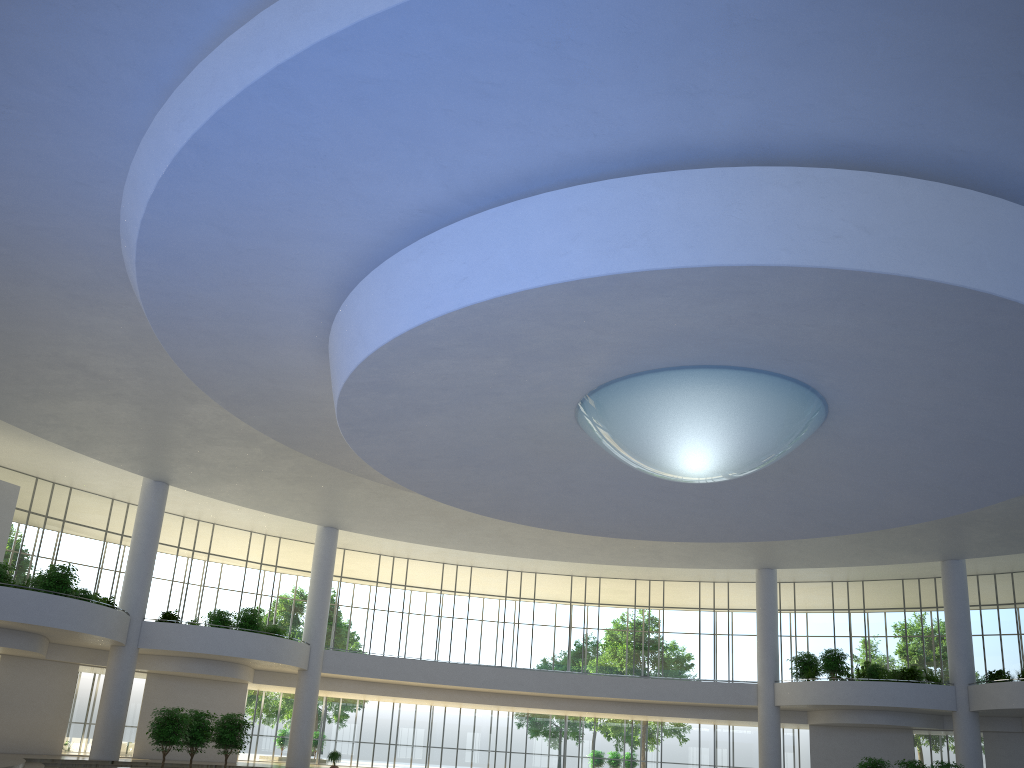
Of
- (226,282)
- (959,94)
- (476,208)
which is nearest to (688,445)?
(476,208)

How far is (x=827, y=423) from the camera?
43.55m

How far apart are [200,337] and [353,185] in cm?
1541
